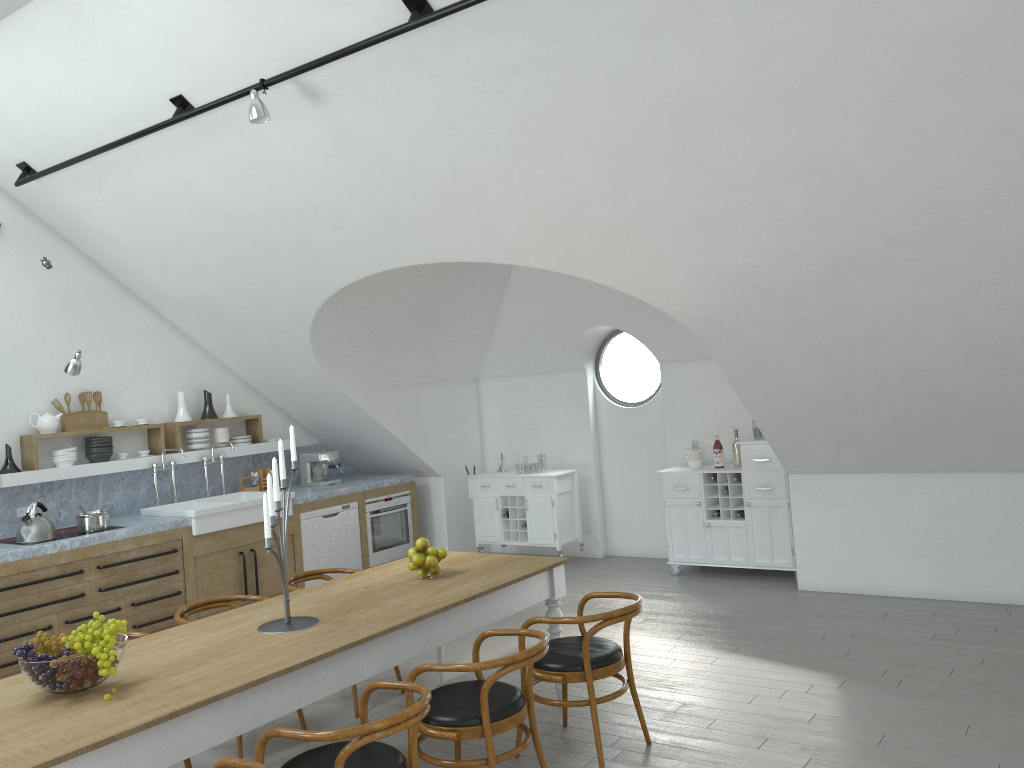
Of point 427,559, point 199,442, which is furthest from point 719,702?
point 199,442

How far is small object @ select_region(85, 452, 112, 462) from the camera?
7.05m

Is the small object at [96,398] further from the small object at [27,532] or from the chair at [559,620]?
the chair at [559,620]

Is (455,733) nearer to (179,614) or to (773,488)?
(179,614)

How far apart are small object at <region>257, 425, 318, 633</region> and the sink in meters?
2.9

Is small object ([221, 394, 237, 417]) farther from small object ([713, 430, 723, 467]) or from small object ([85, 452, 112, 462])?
small object ([713, 430, 723, 467])

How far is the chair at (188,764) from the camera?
4.1m

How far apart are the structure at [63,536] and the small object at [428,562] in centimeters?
320cm

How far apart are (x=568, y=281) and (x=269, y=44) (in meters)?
3.78

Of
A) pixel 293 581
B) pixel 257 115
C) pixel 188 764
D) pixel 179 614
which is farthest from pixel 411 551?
pixel 257 115
